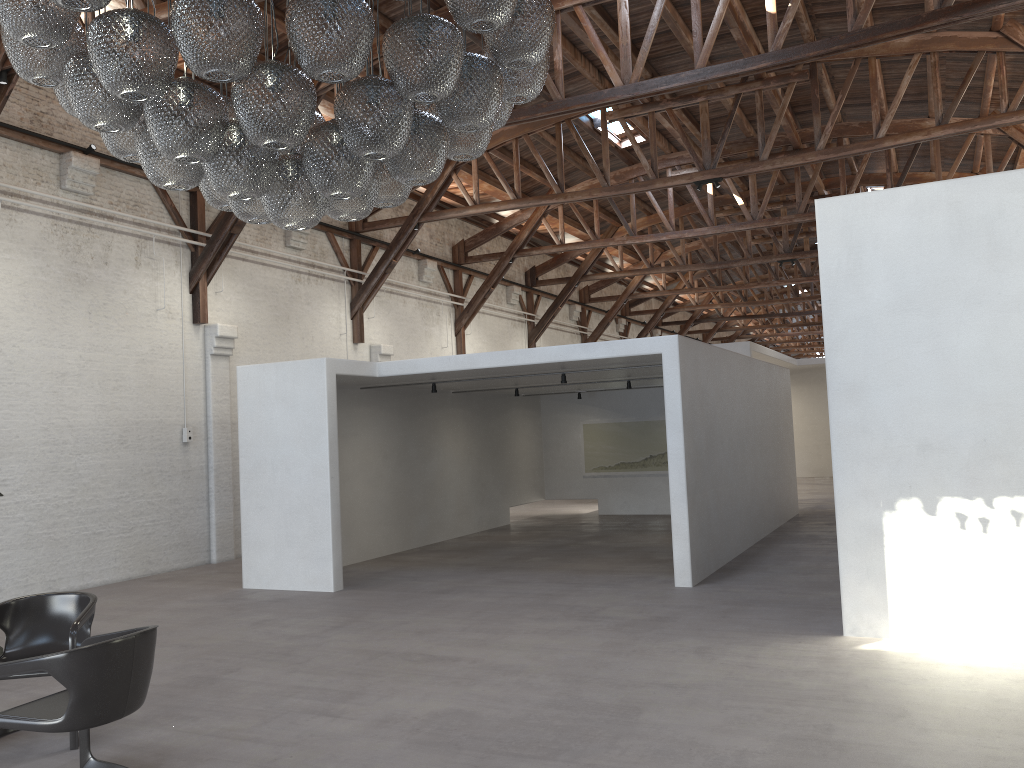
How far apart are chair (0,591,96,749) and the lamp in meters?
2.4

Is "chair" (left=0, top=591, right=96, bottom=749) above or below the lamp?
below

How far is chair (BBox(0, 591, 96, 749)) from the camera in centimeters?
513cm

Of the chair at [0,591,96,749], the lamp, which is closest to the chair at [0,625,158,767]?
the chair at [0,591,96,749]

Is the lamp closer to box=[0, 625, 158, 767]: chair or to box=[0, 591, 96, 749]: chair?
box=[0, 625, 158, 767]: chair

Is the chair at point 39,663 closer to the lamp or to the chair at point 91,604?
the chair at point 91,604

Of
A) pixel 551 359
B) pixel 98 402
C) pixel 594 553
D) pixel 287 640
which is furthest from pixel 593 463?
pixel 287 640

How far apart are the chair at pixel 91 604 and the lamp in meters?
2.4 m

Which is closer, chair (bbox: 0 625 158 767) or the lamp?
the lamp

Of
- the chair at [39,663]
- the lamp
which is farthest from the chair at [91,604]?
the lamp
